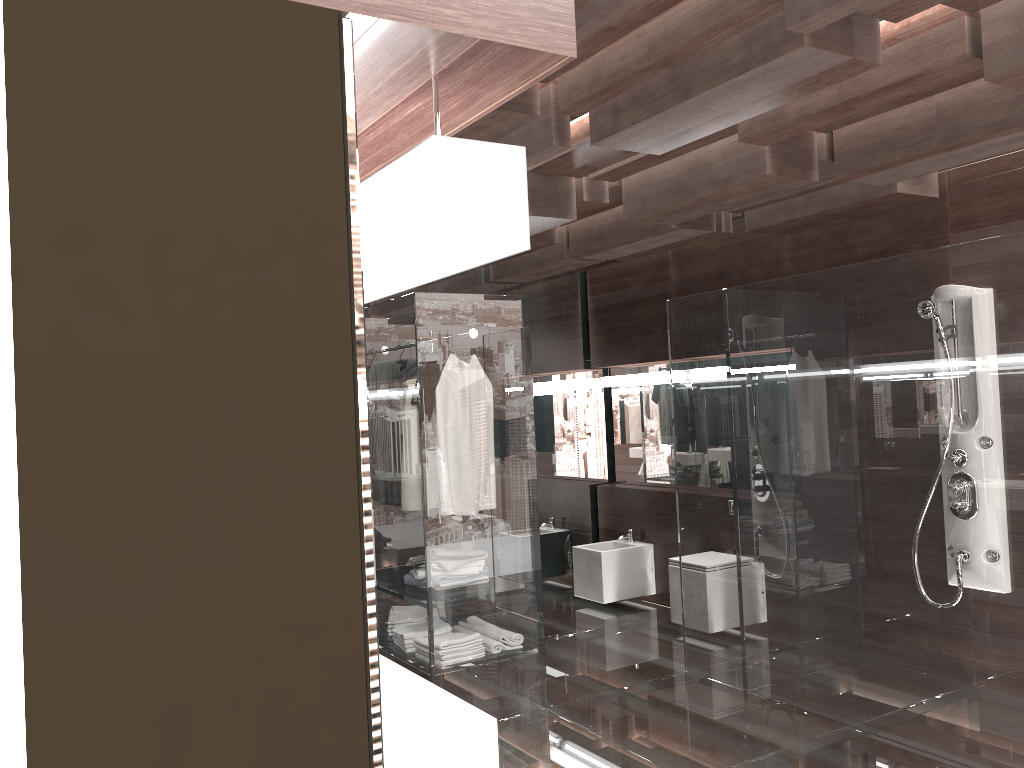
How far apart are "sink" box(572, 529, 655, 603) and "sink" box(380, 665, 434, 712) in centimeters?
410cm

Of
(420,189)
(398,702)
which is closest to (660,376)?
(398,702)

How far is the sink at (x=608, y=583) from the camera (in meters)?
6.17

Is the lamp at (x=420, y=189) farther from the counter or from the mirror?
the counter

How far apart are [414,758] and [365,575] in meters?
1.3 m

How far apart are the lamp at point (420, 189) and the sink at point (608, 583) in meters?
5.4 m

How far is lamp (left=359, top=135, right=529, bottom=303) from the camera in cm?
68

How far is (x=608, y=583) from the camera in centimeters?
617cm

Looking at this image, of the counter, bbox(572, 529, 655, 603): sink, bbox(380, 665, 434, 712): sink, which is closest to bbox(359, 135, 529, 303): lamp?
the counter

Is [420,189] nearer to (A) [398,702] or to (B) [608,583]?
(A) [398,702]
